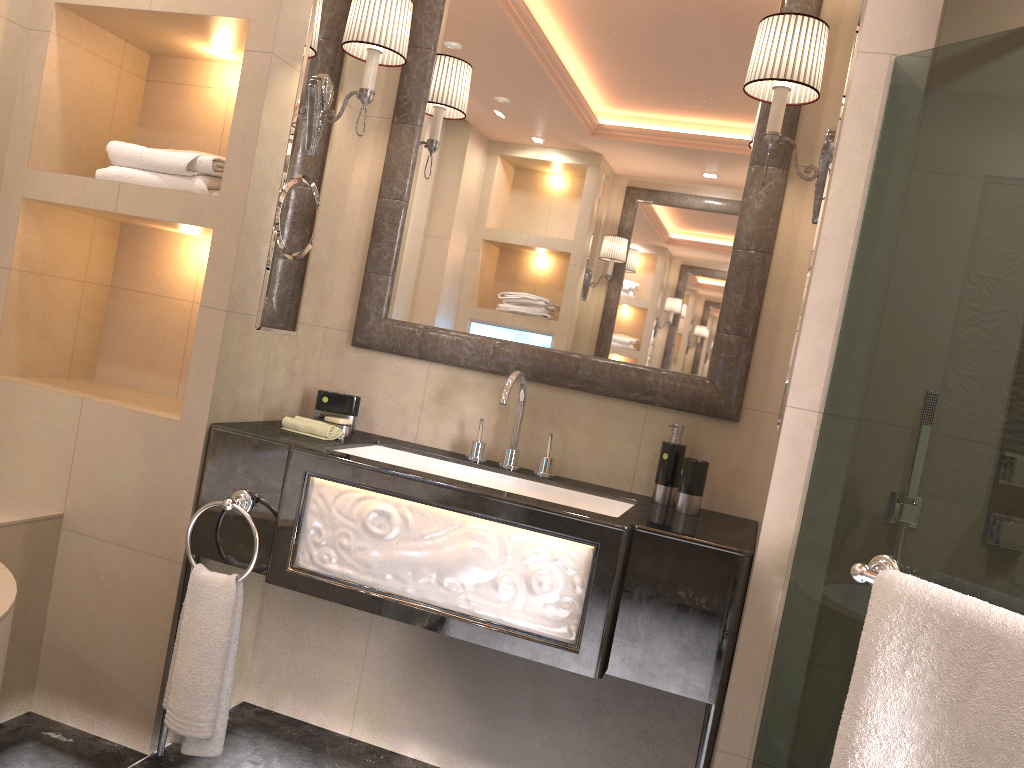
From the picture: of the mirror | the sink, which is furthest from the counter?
the mirror

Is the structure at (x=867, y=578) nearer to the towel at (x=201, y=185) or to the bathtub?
the bathtub

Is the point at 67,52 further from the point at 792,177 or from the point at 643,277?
the point at 792,177

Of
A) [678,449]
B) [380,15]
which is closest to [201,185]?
[380,15]

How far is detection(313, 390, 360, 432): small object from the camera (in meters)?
2.52

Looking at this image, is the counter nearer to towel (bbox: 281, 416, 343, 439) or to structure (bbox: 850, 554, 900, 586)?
towel (bbox: 281, 416, 343, 439)

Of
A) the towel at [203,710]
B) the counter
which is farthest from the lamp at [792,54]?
the towel at [203,710]

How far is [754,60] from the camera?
2.0m

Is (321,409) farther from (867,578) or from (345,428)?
(867,578)

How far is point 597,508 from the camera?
2.3 meters
